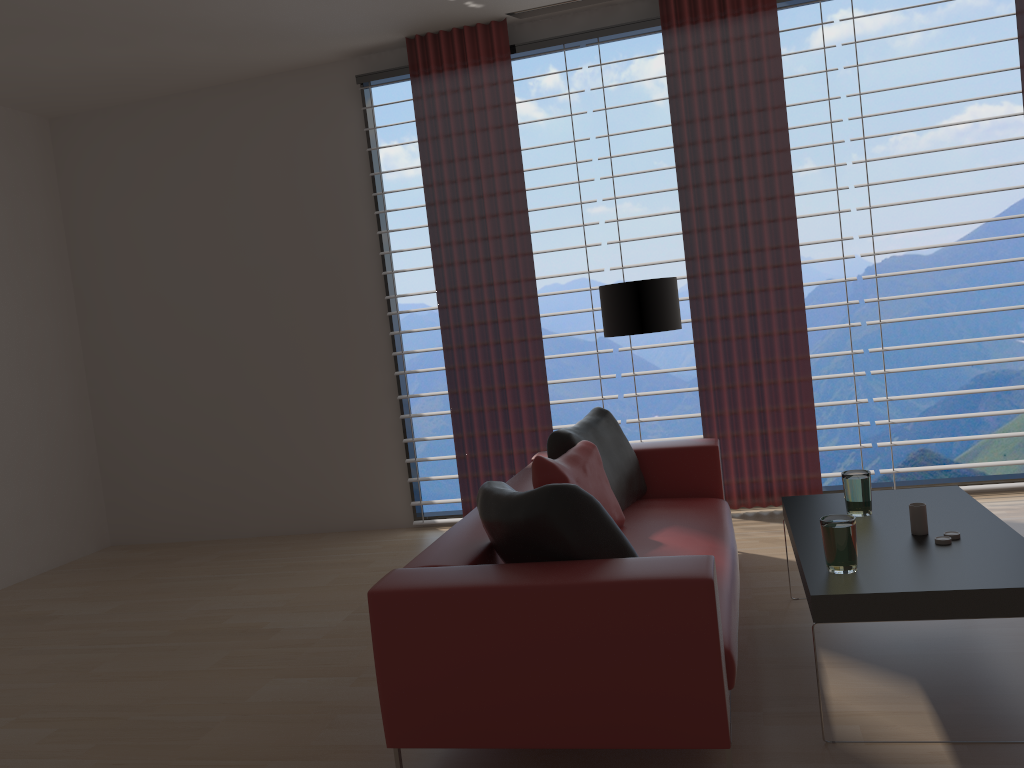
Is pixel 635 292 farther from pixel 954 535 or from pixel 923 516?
pixel 954 535

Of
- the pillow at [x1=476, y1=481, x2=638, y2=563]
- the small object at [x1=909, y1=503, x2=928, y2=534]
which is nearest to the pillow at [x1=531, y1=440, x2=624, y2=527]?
the pillow at [x1=476, y1=481, x2=638, y2=563]

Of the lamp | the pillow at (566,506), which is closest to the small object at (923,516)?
the pillow at (566,506)

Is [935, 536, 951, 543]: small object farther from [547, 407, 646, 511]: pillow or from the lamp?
the lamp

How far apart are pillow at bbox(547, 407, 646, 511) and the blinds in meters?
1.5

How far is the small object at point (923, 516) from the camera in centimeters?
391cm

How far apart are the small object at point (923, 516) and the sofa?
0.8m

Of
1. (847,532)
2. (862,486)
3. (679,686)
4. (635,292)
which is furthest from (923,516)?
(635,292)

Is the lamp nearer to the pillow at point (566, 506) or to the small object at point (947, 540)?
the pillow at point (566, 506)

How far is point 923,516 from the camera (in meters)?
3.91
